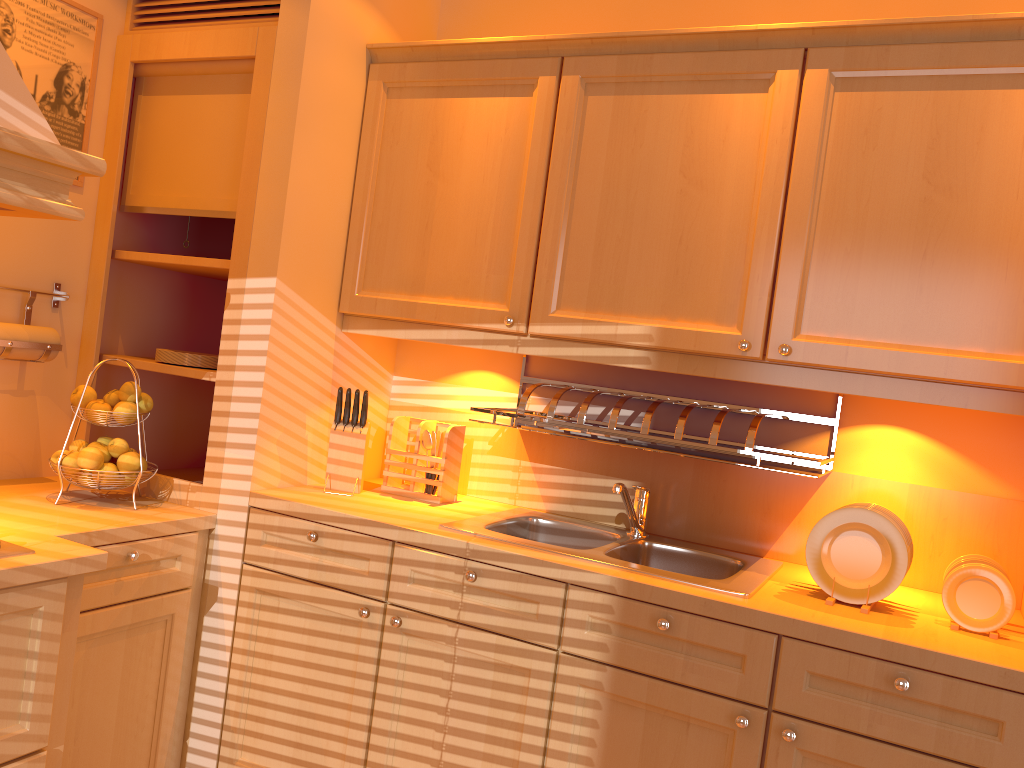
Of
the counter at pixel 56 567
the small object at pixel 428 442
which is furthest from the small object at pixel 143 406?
the small object at pixel 428 442

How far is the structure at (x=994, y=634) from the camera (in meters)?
1.75

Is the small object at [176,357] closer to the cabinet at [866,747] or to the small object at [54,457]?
the small object at [54,457]

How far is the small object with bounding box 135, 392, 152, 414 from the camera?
2.33m

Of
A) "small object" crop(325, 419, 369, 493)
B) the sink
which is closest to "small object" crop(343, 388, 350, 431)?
"small object" crop(325, 419, 369, 493)

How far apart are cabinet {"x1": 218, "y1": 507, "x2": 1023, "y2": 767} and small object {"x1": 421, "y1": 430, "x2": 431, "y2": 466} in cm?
42

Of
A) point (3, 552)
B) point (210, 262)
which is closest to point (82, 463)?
point (3, 552)

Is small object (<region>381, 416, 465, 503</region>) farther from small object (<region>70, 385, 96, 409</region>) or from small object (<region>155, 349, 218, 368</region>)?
small object (<region>70, 385, 96, 409</region>)

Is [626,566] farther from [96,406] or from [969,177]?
[96,406]

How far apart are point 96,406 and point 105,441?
0.1 meters
